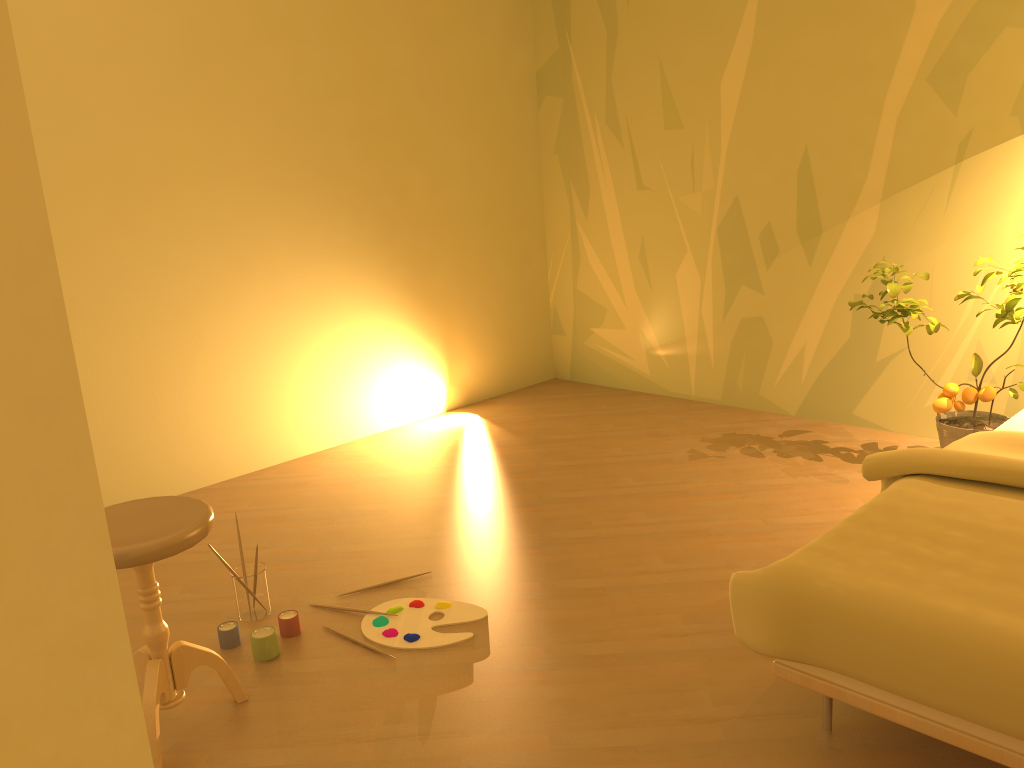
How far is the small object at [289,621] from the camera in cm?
258

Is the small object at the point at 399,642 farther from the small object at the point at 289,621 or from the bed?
the bed

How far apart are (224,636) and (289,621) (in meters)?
0.18

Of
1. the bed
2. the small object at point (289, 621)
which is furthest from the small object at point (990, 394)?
the small object at point (289, 621)

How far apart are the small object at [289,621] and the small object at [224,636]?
0.1m

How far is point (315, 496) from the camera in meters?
3.7

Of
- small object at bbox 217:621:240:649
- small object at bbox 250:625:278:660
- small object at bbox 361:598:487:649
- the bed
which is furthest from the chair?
the bed

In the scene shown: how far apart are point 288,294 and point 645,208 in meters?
1.9 m

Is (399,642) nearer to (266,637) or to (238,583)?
(266,637)

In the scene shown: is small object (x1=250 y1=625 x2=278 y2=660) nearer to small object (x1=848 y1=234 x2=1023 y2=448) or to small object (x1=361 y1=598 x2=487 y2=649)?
small object (x1=361 y1=598 x2=487 y2=649)
